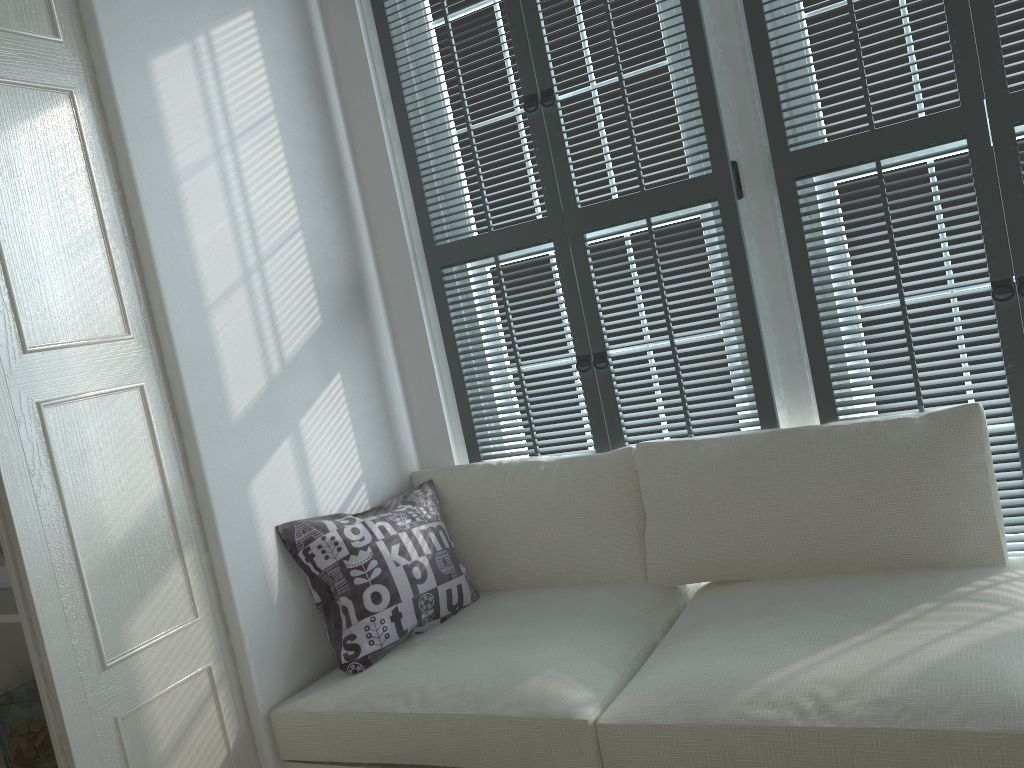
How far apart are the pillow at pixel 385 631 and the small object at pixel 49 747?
0.6m

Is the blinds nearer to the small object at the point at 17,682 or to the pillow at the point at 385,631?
the pillow at the point at 385,631

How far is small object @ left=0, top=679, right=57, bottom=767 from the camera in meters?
1.9

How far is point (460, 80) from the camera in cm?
233

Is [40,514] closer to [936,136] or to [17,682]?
[17,682]

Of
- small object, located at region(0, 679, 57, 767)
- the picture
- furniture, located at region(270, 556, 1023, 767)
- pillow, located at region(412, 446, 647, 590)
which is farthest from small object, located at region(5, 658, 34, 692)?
pillow, located at region(412, 446, 647, 590)

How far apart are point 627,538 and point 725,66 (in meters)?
1.15

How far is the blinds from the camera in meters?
1.9 m

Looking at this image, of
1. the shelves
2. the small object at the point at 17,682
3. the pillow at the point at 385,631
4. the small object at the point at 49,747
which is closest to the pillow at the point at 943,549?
the pillow at the point at 385,631

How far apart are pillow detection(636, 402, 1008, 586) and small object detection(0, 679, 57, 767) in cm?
138
